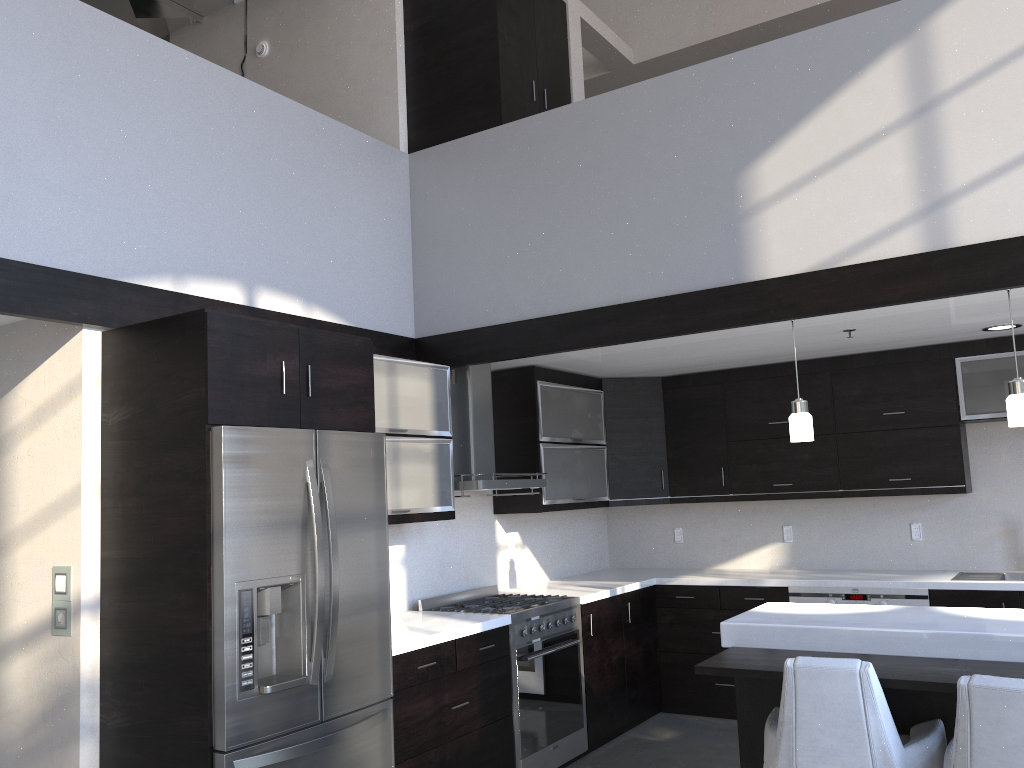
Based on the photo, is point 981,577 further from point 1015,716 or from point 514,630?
point 1015,716

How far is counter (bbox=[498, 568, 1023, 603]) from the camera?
5.1m

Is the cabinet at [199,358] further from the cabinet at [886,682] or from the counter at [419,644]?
the cabinet at [886,682]

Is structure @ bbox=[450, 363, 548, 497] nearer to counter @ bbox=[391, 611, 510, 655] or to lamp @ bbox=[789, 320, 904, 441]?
counter @ bbox=[391, 611, 510, 655]

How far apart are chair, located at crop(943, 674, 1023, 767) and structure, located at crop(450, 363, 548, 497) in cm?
252

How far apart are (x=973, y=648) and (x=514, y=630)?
2.18m

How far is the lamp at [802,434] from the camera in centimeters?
391cm

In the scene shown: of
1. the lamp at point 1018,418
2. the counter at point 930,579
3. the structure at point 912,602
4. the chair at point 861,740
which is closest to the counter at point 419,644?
the counter at point 930,579

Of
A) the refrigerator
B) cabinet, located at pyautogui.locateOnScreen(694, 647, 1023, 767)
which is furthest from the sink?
the refrigerator

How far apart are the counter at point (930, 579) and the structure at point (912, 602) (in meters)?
0.04
